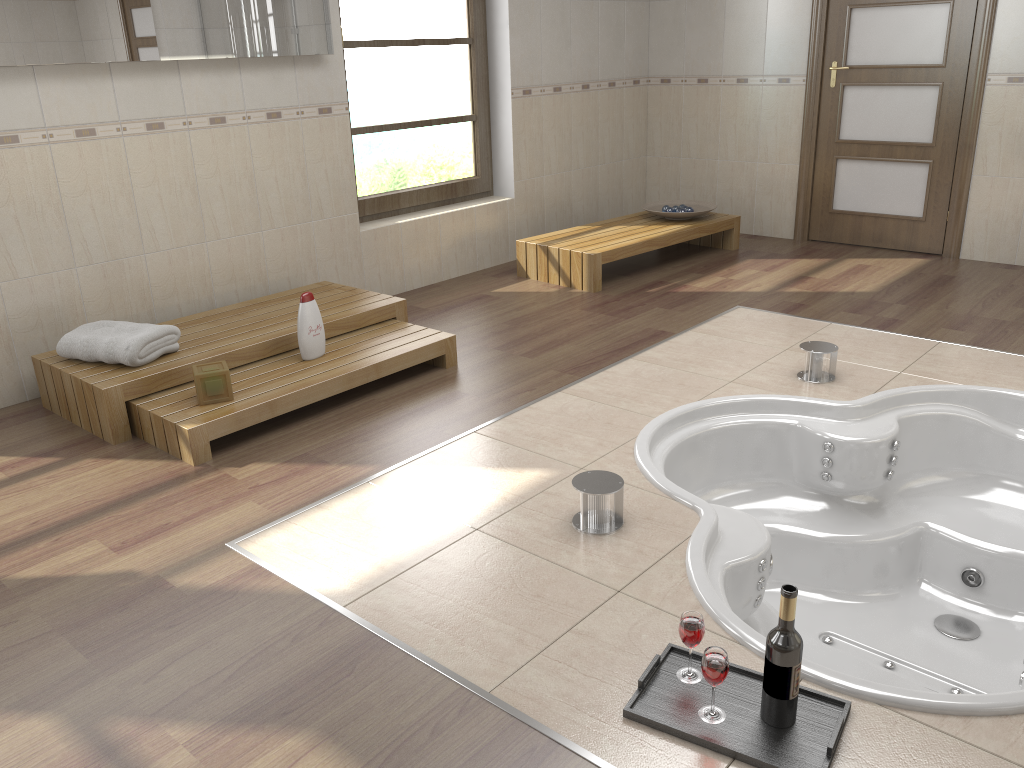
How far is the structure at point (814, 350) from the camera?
3.5 meters

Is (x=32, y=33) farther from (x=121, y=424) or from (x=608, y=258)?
(x=608, y=258)

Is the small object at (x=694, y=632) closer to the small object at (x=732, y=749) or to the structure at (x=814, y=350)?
the small object at (x=732, y=749)

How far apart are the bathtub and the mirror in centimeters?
250cm

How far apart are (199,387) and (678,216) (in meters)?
3.47

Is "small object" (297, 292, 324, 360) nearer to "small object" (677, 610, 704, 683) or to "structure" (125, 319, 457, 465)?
"structure" (125, 319, 457, 465)

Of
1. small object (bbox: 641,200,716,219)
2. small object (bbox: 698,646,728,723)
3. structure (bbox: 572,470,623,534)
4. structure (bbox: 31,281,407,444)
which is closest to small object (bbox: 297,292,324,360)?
structure (bbox: 31,281,407,444)

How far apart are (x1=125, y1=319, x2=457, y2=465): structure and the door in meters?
3.3 m

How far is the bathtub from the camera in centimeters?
253cm

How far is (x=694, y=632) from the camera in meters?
1.9 m
